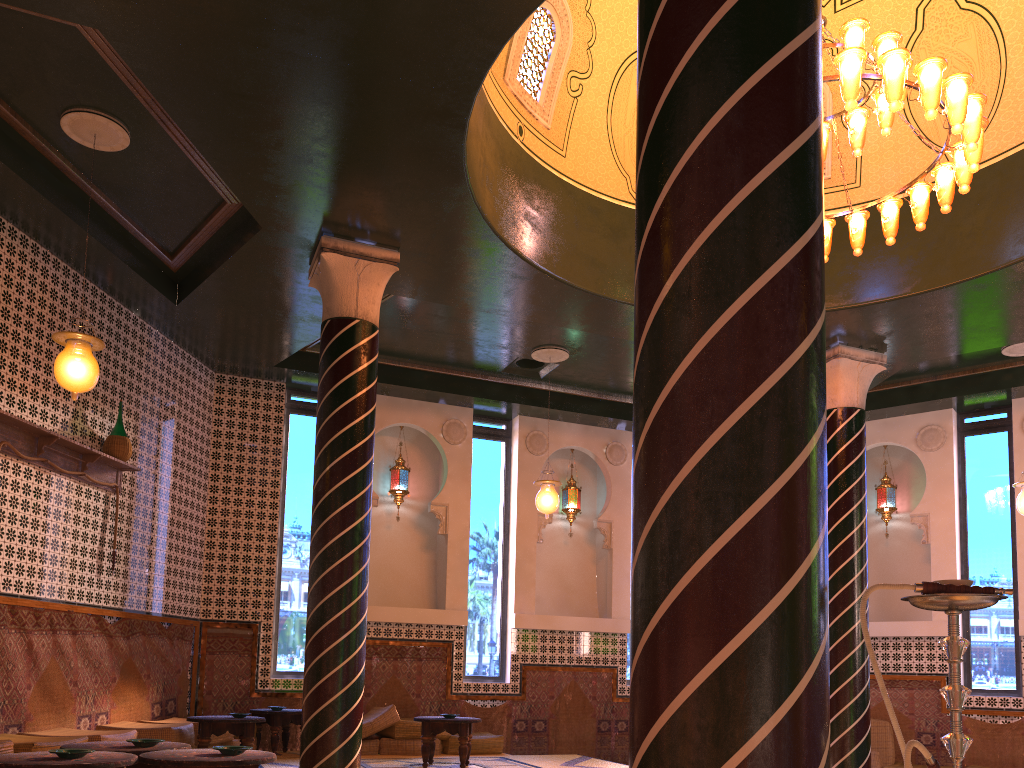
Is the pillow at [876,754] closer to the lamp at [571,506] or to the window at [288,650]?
the lamp at [571,506]

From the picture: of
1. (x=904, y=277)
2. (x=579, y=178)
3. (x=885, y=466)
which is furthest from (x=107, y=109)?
(x=885, y=466)

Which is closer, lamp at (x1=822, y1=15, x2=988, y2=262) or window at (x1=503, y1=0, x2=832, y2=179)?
lamp at (x1=822, y1=15, x2=988, y2=262)

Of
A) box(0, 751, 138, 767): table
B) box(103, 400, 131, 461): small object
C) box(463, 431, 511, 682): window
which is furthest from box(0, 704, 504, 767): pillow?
box(103, 400, 131, 461): small object

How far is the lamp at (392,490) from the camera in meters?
13.2 m

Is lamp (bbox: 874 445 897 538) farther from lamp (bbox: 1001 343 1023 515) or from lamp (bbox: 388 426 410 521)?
lamp (bbox: 388 426 410 521)

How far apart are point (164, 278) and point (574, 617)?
7.66m

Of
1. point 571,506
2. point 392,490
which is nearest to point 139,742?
point 392,490

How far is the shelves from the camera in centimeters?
828cm

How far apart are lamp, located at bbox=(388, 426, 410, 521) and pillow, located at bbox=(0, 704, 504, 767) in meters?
3.0 m
